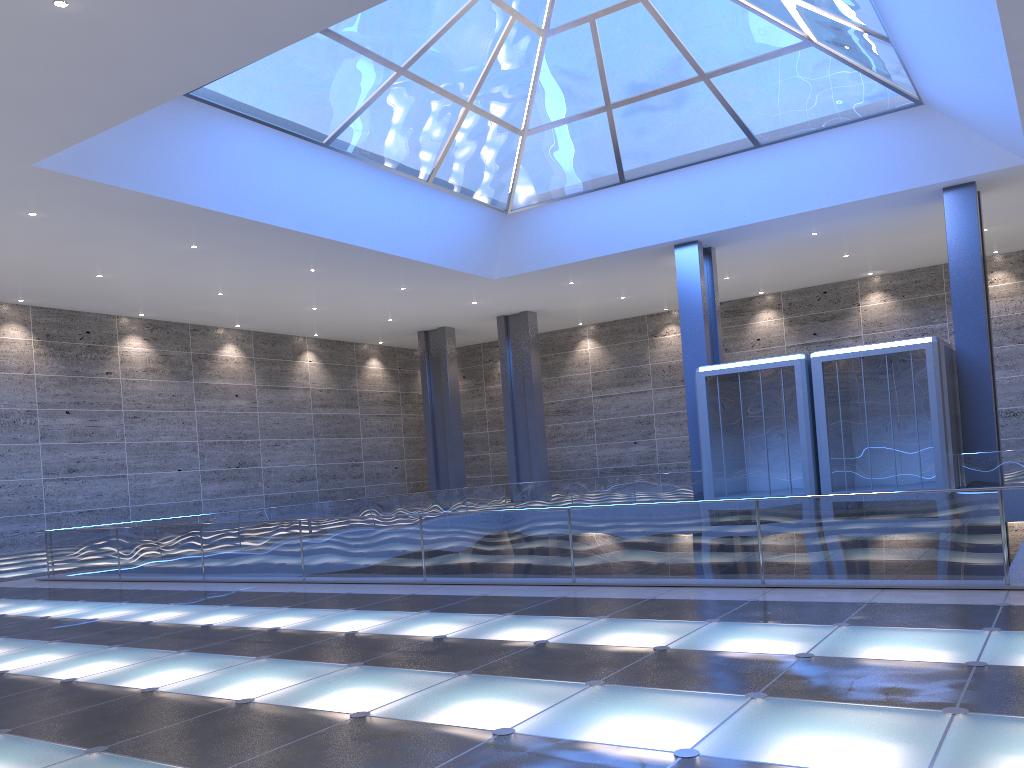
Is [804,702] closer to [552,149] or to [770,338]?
Result: [552,149]
